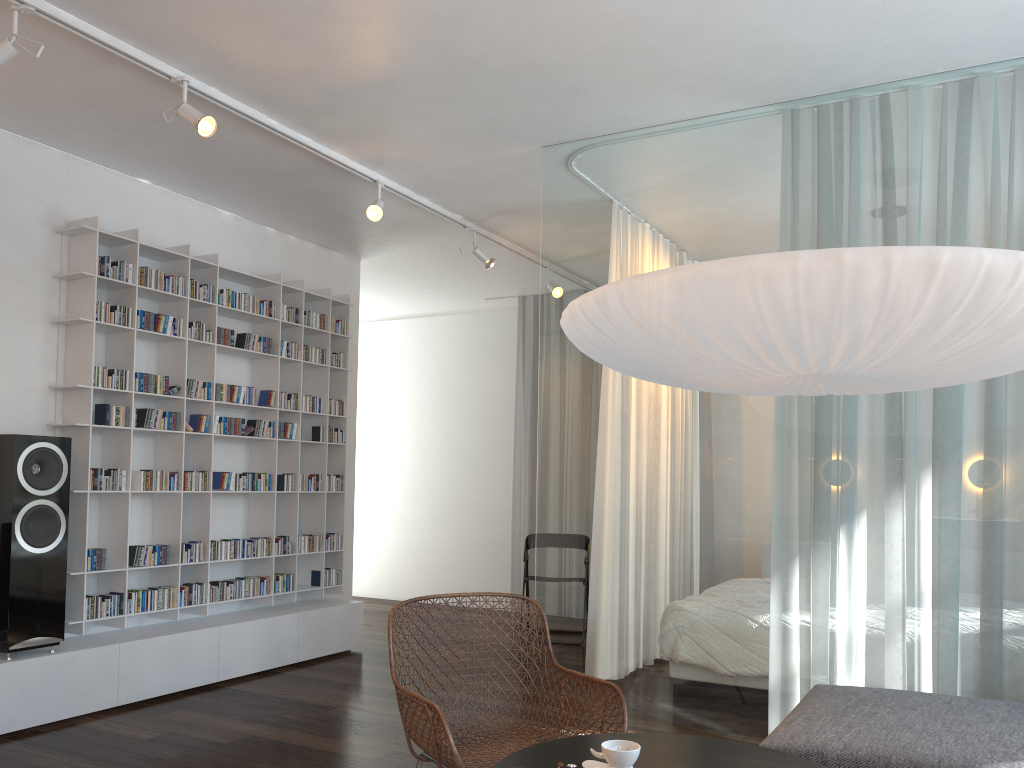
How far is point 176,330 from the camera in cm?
487

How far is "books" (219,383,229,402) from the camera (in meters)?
5.15

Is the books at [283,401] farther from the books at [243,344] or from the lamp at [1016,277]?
the lamp at [1016,277]

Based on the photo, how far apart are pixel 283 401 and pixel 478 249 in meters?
1.6 m

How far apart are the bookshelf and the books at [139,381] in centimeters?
5cm

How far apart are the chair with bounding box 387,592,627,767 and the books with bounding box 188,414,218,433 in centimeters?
229cm

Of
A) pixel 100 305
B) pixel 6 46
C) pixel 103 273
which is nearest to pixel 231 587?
pixel 100 305

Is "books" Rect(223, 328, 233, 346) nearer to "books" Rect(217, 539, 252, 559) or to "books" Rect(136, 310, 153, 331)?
"books" Rect(136, 310, 153, 331)

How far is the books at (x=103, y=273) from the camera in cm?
448

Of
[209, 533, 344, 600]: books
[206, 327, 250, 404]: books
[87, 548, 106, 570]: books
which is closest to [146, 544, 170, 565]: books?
[87, 548, 106, 570]: books
